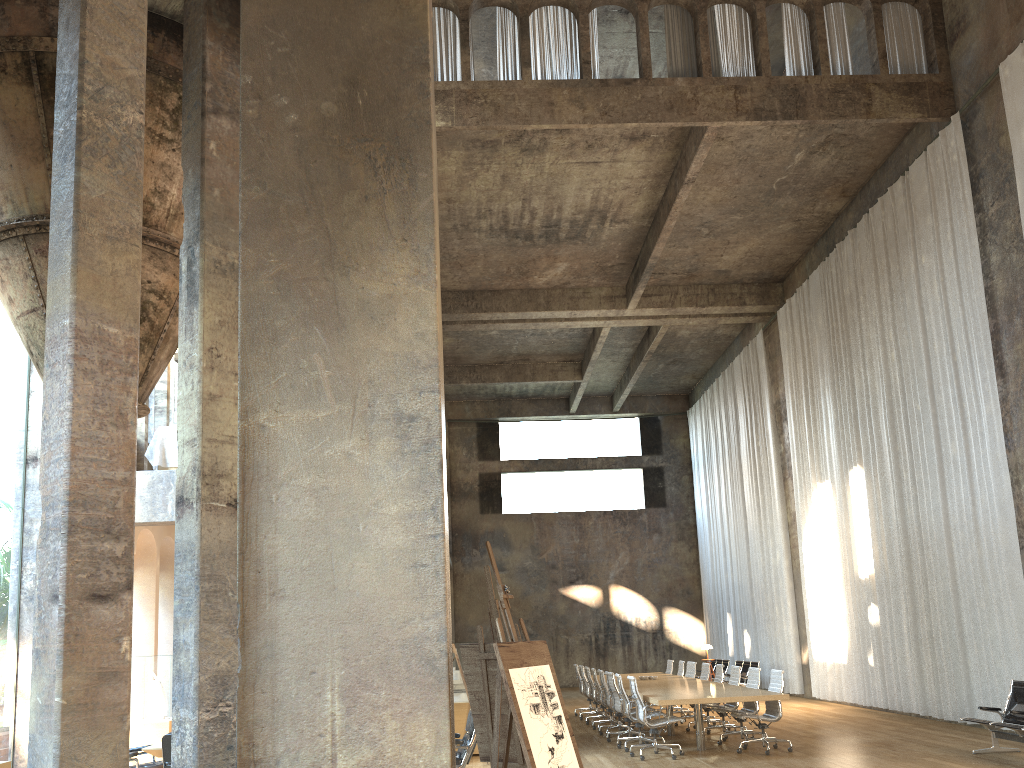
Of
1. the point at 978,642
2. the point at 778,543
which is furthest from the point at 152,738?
the point at 778,543

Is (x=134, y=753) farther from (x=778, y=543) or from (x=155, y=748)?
(x=778, y=543)

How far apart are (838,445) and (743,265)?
4.77m

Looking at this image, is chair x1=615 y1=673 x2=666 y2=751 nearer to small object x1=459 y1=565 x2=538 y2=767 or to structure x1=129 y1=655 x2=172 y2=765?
small object x1=459 y1=565 x2=538 y2=767

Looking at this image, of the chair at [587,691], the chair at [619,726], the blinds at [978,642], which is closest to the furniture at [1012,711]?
the blinds at [978,642]

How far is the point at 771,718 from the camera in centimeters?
1075cm

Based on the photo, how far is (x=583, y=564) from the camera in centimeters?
2793cm

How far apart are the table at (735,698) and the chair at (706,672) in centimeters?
34cm

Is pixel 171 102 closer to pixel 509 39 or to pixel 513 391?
pixel 509 39

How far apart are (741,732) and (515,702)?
8.58m
